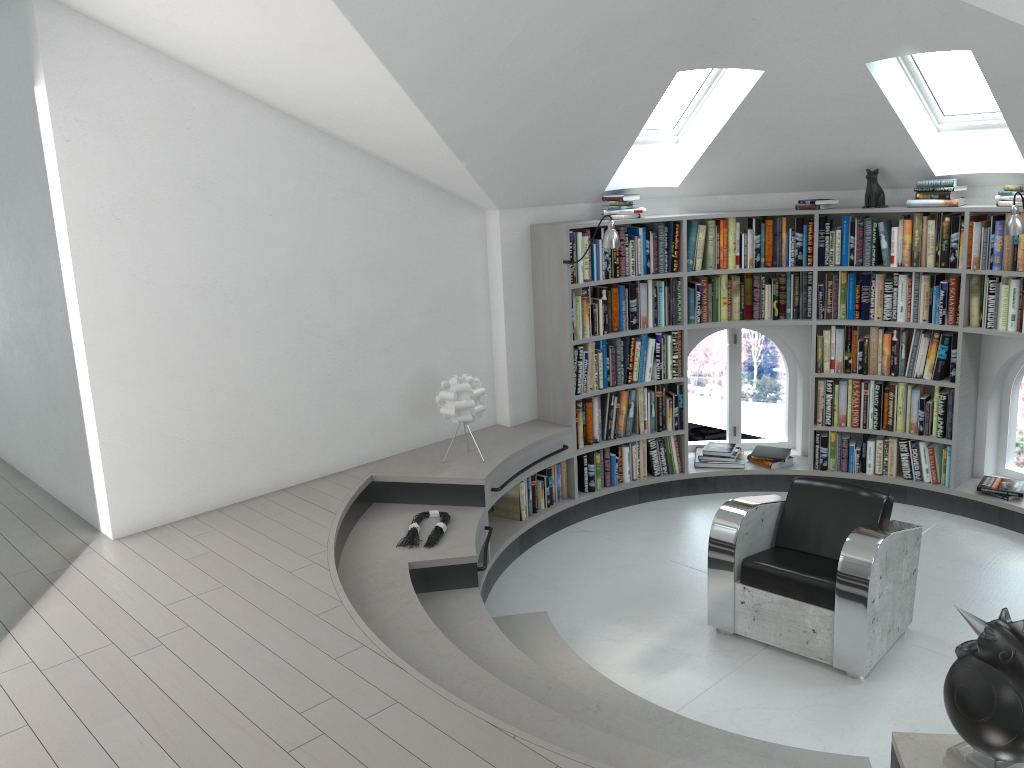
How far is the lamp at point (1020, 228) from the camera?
5.1 meters

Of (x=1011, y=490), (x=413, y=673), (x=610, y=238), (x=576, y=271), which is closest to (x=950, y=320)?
(x=1011, y=490)

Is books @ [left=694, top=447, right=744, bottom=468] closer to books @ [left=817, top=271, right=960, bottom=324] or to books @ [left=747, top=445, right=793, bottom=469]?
books @ [left=747, top=445, right=793, bottom=469]

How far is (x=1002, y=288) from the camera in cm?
556

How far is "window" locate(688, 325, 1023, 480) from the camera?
7.0 meters

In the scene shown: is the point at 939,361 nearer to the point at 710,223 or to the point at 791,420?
the point at 791,420

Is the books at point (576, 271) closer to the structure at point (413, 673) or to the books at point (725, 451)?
the structure at point (413, 673)

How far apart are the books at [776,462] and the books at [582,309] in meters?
1.2

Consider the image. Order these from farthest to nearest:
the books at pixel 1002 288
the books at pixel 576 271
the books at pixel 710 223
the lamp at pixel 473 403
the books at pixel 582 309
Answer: the books at pixel 710 223
the books at pixel 582 309
the books at pixel 576 271
the books at pixel 1002 288
the lamp at pixel 473 403

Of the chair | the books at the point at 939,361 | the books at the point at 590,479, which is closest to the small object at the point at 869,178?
the books at the point at 939,361
